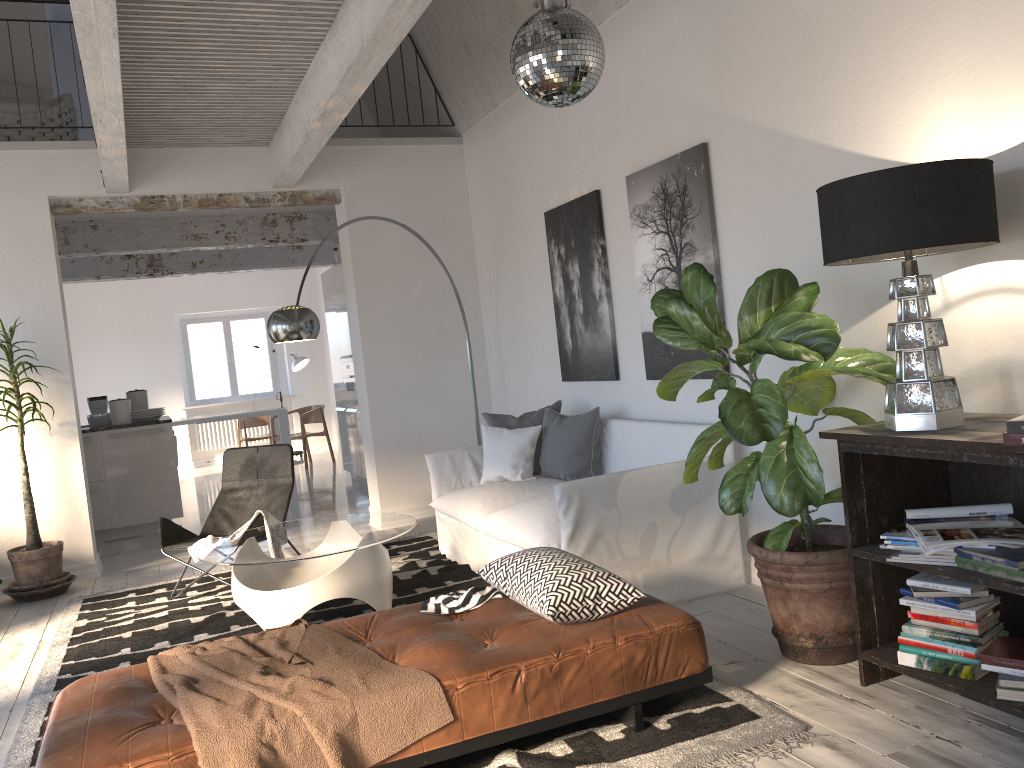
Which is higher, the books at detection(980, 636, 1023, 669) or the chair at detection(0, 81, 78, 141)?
the chair at detection(0, 81, 78, 141)

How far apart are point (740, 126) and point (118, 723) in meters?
3.5 m

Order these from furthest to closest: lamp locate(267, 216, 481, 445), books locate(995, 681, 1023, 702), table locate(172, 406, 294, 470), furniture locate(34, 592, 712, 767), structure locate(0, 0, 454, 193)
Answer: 1. table locate(172, 406, 294, 470)
2. lamp locate(267, 216, 481, 445)
3. structure locate(0, 0, 454, 193)
4. books locate(995, 681, 1023, 702)
5. furniture locate(34, 592, 712, 767)

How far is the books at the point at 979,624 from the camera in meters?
2.7 m

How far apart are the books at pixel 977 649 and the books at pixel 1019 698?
0.2 meters

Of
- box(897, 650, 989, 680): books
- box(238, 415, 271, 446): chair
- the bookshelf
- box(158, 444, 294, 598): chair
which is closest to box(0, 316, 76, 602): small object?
box(158, 444, 294, 598): chair

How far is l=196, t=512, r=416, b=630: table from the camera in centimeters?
416cm

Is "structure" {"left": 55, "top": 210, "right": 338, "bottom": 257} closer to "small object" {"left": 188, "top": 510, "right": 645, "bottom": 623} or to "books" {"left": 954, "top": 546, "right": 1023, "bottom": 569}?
"small object" {"left": 188, "top": 510, "right": 645, "bottom": 623}

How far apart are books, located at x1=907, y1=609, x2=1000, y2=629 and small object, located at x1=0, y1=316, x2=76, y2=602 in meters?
5.3

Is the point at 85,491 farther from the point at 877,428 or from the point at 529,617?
the point at 877,428
